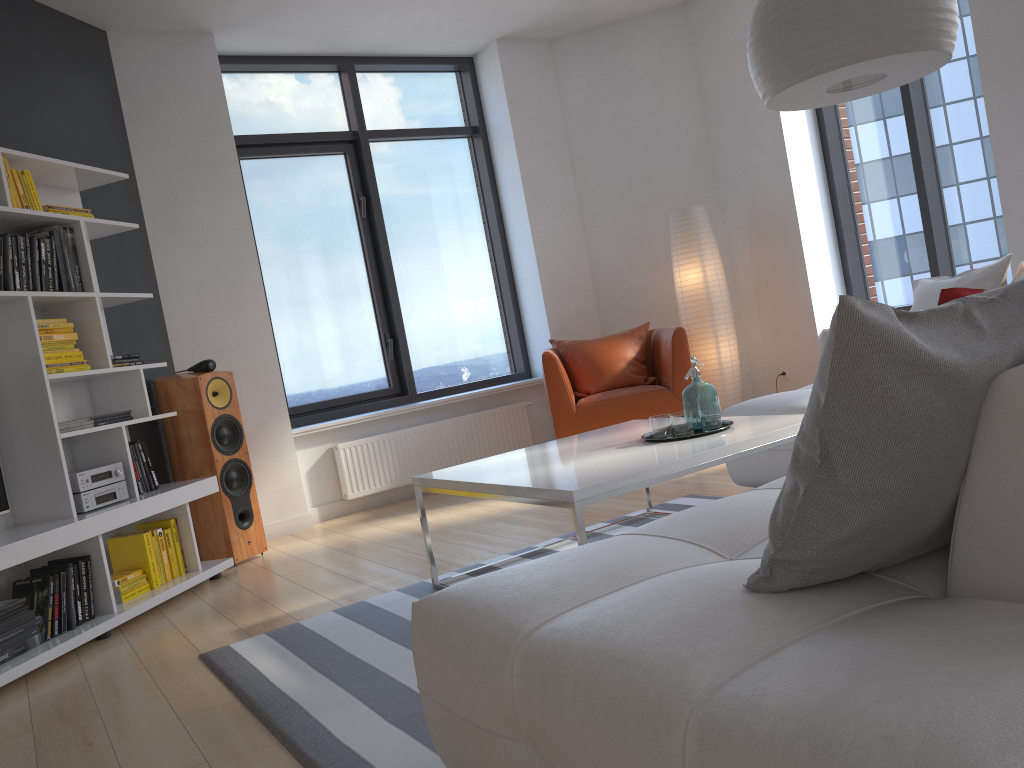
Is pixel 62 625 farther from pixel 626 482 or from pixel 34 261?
pixel 626 482

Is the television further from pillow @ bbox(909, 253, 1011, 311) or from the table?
pillow @ bbox(909, 253, 1011, 311)

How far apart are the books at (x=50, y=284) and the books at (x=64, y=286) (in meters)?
0.07

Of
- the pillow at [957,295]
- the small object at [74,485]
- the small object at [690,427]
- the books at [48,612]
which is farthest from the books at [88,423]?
the pillow at [957,295]

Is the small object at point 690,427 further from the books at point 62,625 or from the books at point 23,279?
the books at point 23,279

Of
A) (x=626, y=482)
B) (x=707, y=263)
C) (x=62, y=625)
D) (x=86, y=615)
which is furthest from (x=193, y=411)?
(x=707, y=263)

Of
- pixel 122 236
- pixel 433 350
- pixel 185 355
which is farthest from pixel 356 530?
pixel 122 236

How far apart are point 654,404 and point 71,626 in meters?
3.2 m

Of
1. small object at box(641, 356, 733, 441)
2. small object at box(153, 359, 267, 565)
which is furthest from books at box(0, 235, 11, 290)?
small object at box(641, 356, 733, 441)

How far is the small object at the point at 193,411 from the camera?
4.5m
